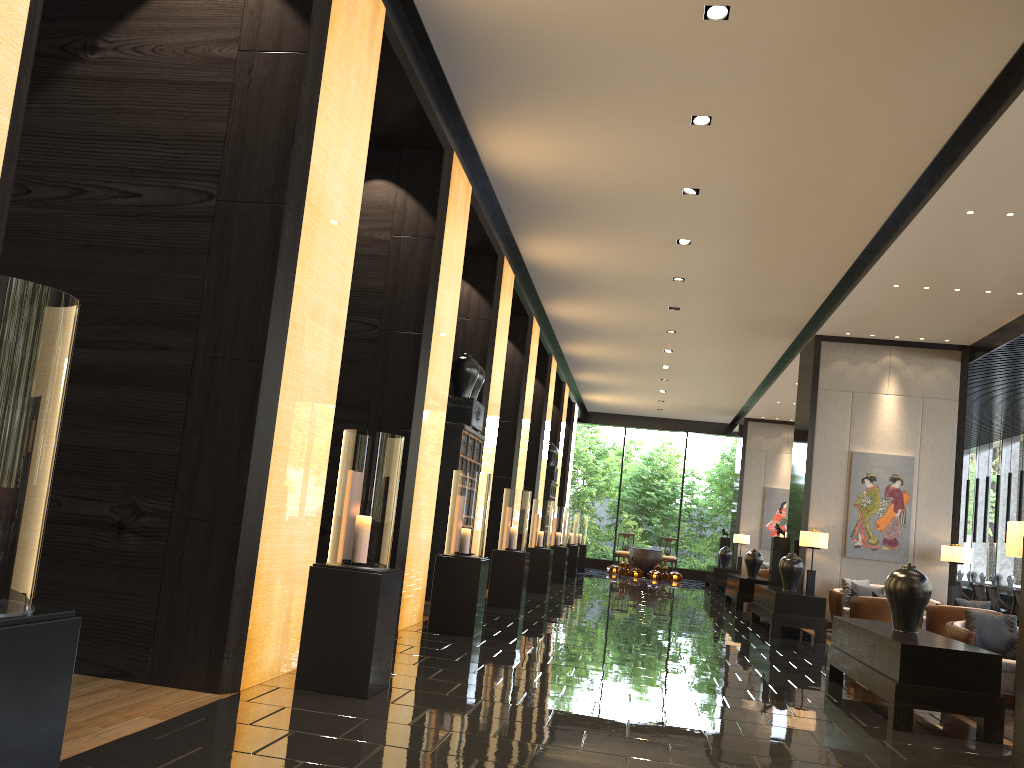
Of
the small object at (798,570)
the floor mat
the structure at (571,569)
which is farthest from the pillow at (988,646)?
the structure at (571,569)

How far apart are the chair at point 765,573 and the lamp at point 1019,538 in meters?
14.1

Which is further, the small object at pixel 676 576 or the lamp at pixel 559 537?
the small object at pixel 676 576

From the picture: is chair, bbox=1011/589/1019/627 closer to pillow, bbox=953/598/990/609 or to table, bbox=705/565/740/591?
pillow, bbox=953/598/990/609

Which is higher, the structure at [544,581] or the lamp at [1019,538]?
the lamp at [1019,538]

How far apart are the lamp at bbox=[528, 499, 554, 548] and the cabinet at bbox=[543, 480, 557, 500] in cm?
403

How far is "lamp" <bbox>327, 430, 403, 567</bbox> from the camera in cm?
469

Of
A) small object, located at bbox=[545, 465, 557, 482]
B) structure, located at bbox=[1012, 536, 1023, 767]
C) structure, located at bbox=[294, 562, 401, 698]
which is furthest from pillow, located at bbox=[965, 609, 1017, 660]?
small object, located at bbox=[545, 465, 557, 482]

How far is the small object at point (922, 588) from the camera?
6.2m

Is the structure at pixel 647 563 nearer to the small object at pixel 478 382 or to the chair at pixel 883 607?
the chair at pixel 883 607
